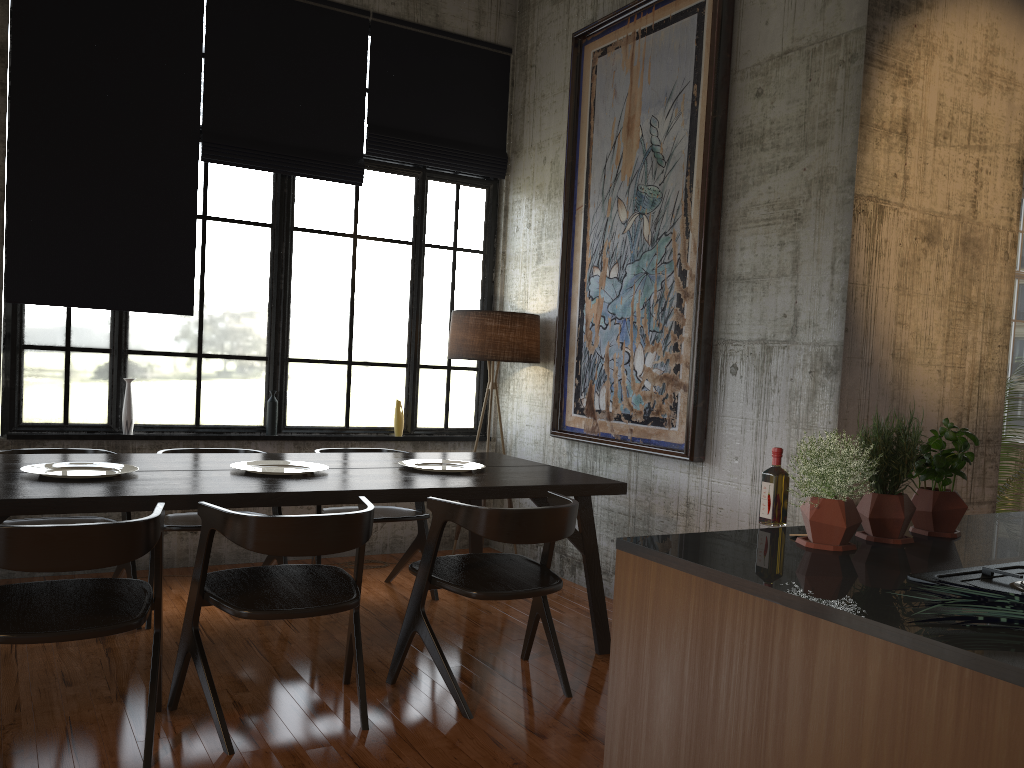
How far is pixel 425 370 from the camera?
7.67m

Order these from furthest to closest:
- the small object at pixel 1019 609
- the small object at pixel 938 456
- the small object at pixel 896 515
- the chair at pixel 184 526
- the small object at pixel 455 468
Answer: the small object at pixel 455 468, the chair at pixel 184 526, the small object at pixel 938 456, the small object at pixel 896 515, the small object at pixel 1019 609

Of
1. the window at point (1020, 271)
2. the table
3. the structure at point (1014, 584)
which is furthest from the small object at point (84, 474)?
the window at point (1020, 271)

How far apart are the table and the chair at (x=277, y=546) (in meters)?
0.16

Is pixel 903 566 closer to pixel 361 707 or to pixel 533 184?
pixel 361 707

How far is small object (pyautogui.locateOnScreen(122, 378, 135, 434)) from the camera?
6.4 meters

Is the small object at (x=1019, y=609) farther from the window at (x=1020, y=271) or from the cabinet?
the window at (x=1020, y=271)

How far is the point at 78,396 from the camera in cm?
632

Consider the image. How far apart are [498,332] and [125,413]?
2.78m

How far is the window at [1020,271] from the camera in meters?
11.9
